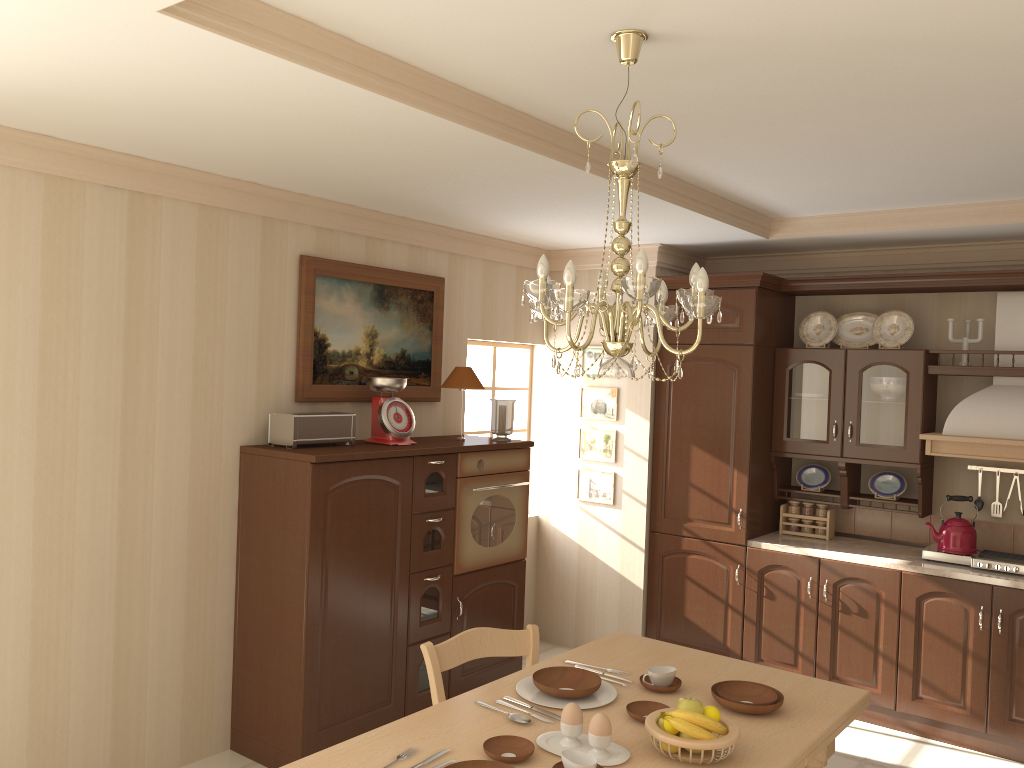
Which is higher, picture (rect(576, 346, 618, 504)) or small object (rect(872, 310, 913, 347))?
small object (rect(872, 310, 913, 347))

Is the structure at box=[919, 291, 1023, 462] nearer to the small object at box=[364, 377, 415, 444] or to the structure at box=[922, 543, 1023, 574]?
the structure at box=[922, 543, 1023, 574]

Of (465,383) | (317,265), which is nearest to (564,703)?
(465,383)

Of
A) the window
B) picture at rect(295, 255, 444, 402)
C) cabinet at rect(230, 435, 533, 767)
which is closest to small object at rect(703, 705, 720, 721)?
cabinet at rect(230, 435, 533, 767)

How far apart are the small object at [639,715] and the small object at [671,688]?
0.1 meters

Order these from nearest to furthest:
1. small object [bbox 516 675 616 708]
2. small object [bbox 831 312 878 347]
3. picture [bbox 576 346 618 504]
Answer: small object [bbox 516 675 616 708] → small object [bbox 831 312 878 347] → picture [bbox 576 346 618 504]

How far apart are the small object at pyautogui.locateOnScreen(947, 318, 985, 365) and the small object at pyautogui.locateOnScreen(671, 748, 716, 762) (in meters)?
3.23

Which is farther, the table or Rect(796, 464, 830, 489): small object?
Rect(796, 464, 830, 489): small object

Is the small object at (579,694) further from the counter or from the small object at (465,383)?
the counter

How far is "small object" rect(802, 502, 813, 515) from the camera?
5.09m
